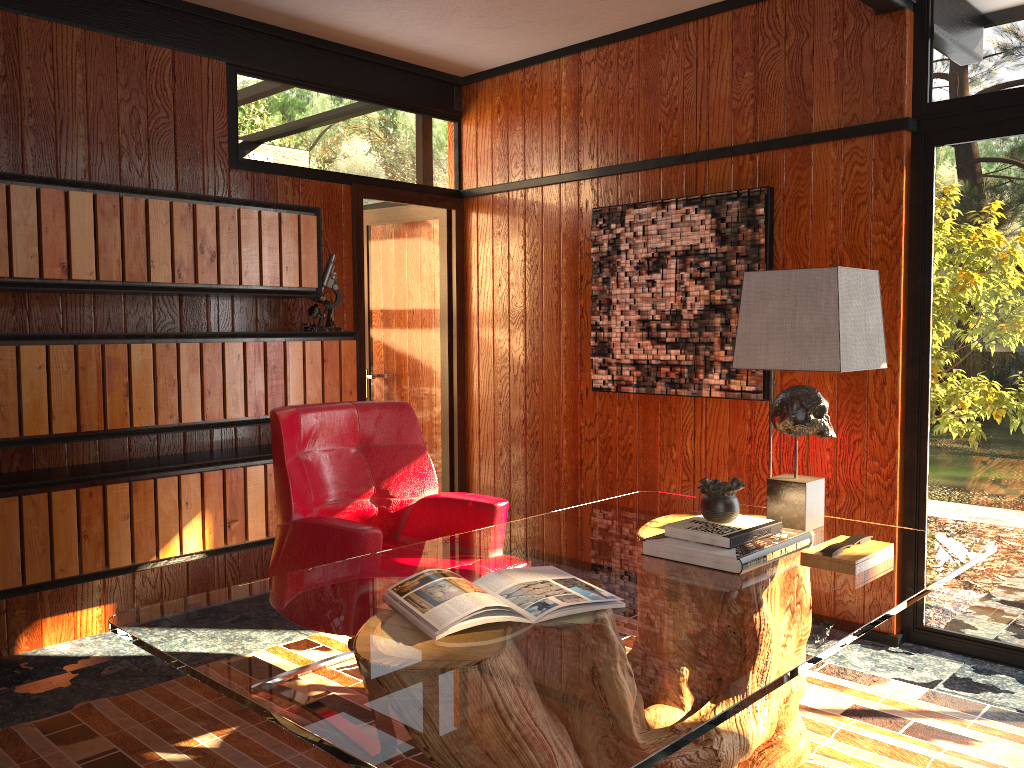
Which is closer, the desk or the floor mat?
the desk

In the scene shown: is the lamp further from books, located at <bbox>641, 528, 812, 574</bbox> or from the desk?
books, located at <bbox>641, 528, 812, 574</bbox>

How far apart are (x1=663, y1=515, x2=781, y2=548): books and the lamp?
0.2m

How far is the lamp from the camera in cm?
233

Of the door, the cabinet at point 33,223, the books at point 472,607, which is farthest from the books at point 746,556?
the door

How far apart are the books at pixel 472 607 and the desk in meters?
0.0

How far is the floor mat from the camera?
2.5m

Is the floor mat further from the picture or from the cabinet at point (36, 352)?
the picture

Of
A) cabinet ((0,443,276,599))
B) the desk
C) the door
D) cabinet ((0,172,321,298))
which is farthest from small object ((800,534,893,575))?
the door

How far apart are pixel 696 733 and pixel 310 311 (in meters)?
3.07
